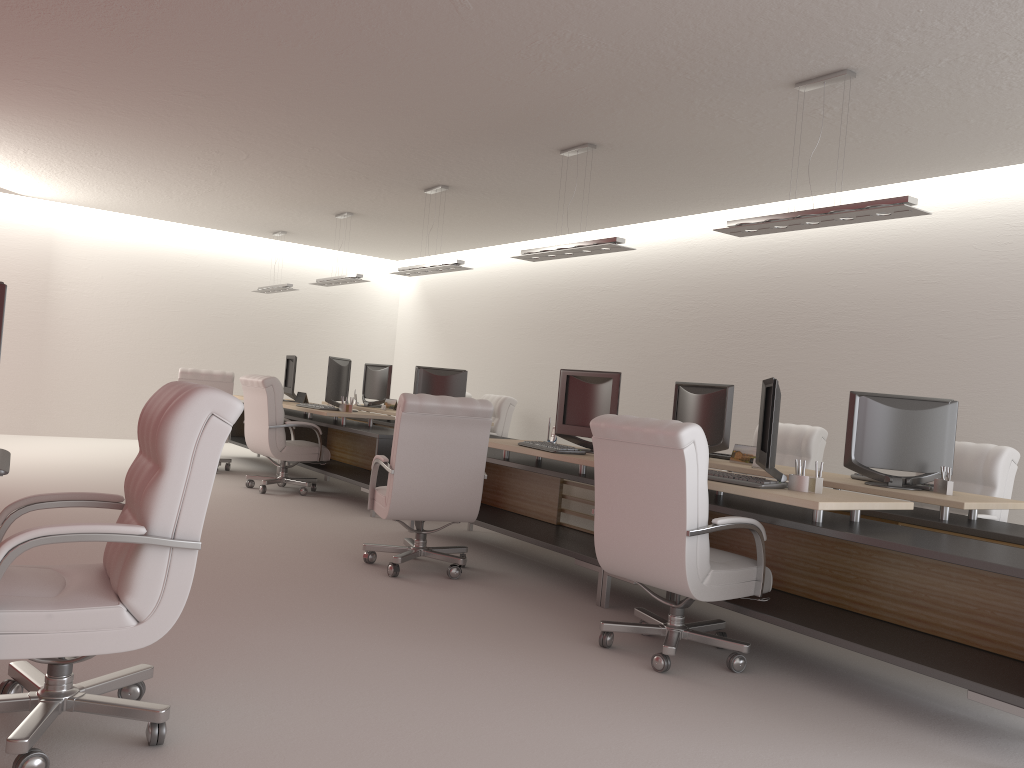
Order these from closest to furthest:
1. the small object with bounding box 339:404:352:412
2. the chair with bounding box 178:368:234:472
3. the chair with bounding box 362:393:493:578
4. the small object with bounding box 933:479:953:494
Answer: the small object with bounding box 933:479:953:494, the chair with bounding box 362:393:493:578, the small object with bounding box 339:404:352:412, the chair with bounding box 178:368:234:472

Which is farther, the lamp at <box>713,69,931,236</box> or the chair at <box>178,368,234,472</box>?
the chair at <box>178,368,234,472</box>

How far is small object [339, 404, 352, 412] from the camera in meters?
12.7

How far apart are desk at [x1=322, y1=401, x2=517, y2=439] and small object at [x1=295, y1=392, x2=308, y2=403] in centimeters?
123cm

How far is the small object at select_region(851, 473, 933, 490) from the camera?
7.3m

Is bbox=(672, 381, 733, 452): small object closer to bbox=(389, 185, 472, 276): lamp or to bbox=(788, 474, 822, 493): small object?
bbox=(788, 474, 822, 493): small object

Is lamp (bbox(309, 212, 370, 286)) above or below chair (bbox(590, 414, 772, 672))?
above

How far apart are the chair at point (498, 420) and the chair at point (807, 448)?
5.0 meters

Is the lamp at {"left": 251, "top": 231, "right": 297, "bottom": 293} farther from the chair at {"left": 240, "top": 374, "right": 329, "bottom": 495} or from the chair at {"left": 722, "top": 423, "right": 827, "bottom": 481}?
the chair at {"left": 722, "top": 423, "right": 827, "bottom": 481}

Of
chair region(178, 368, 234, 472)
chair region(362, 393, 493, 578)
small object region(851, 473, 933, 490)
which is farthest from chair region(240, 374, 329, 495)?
small object region(851, 473, 933, 490)
